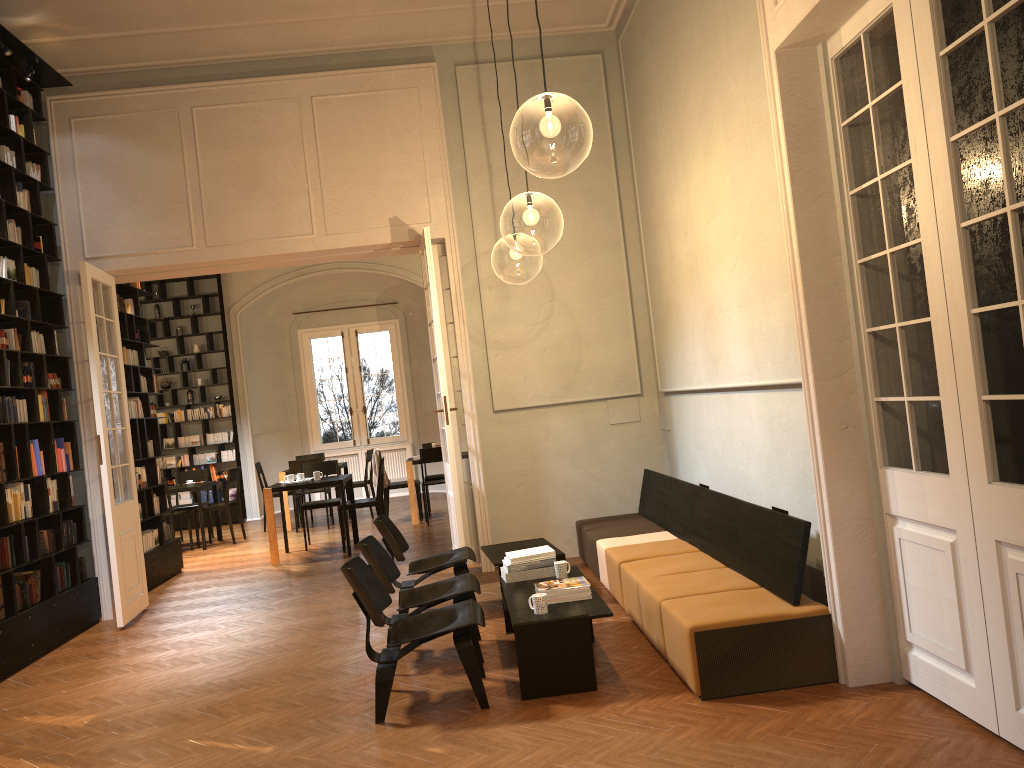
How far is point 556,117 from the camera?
7.1m

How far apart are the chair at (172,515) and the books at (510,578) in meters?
7.6 m

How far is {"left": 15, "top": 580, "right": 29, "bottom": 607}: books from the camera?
7.0 meters

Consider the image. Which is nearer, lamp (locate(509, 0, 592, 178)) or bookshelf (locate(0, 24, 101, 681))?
bookshelf (locate(0, 24, 101, 681))

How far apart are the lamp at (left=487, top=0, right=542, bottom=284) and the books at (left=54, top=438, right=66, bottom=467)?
5.16m

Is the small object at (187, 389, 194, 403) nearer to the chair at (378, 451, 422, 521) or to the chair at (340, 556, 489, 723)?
the chair at (378, 451, 422, 521)

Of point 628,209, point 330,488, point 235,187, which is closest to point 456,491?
point 628,209

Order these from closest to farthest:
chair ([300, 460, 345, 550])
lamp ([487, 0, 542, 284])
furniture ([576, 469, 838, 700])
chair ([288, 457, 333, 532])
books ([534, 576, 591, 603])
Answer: furniture ([576, 469, 838, 700]) < books ([534, 576, 591, 603]) < chair ([300, 460, 345, 550]) < chair ([288, 457, 333, 532]) < lamp ([487, 0, 542, 284])

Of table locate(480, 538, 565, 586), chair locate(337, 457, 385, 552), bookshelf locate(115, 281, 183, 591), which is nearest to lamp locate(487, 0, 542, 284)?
chair locate(337, 457, 385, 552)

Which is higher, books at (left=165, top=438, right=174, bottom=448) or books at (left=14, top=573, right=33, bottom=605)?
books at (left=165, top=438, right=174, bottom=448)
